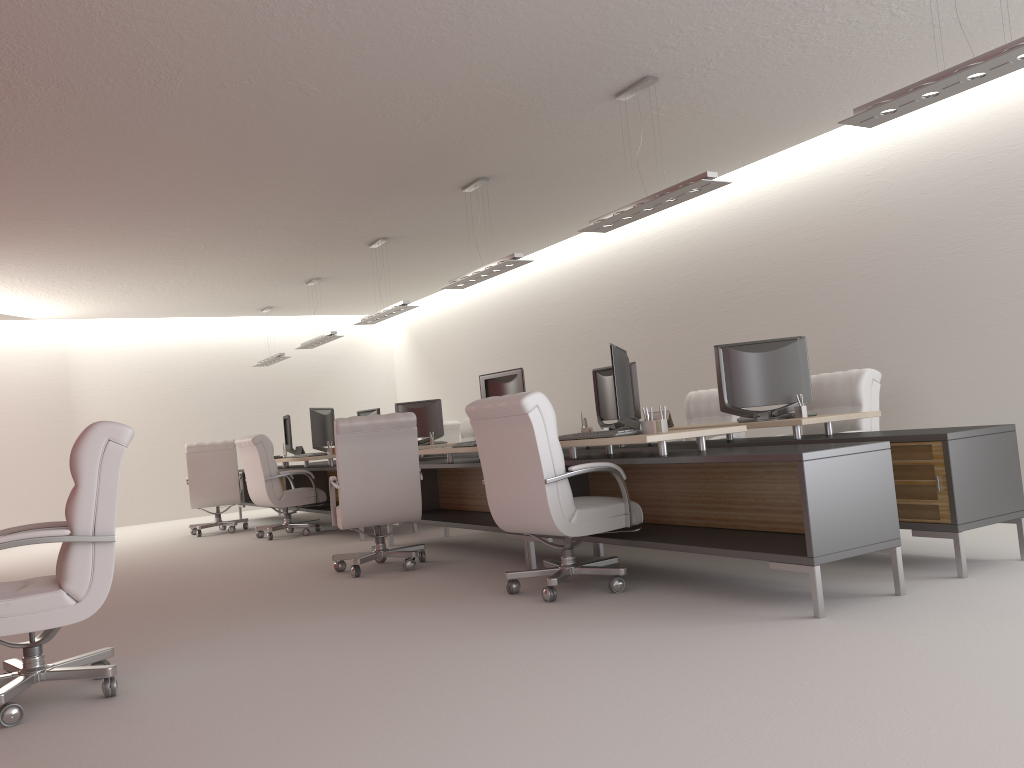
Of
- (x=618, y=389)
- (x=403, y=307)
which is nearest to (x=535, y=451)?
(x=618, y=389)

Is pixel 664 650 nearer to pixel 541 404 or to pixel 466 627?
pixel 466 627

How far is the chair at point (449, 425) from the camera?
17.7m

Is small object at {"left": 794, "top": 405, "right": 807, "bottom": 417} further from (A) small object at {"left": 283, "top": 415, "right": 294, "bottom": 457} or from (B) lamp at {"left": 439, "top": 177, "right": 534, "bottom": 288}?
(A) small object at {"left": 283, "top": 415, "right": 294, "bottom": 457}

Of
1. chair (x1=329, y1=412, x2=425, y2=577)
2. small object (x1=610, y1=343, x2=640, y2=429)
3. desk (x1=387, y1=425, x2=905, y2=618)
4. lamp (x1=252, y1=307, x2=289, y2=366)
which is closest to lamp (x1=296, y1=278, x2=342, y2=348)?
lamp (x1=252, y1=307, x2=289, y2=366)

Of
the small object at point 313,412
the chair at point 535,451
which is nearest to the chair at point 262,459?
the small object at point 313,412

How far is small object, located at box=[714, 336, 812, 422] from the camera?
8.4 meters

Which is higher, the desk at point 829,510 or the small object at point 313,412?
the small object at point 313,412

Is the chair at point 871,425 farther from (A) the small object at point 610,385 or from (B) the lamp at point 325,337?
(B) the lamp at point 325,337

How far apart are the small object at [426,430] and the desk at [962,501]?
5.18m
